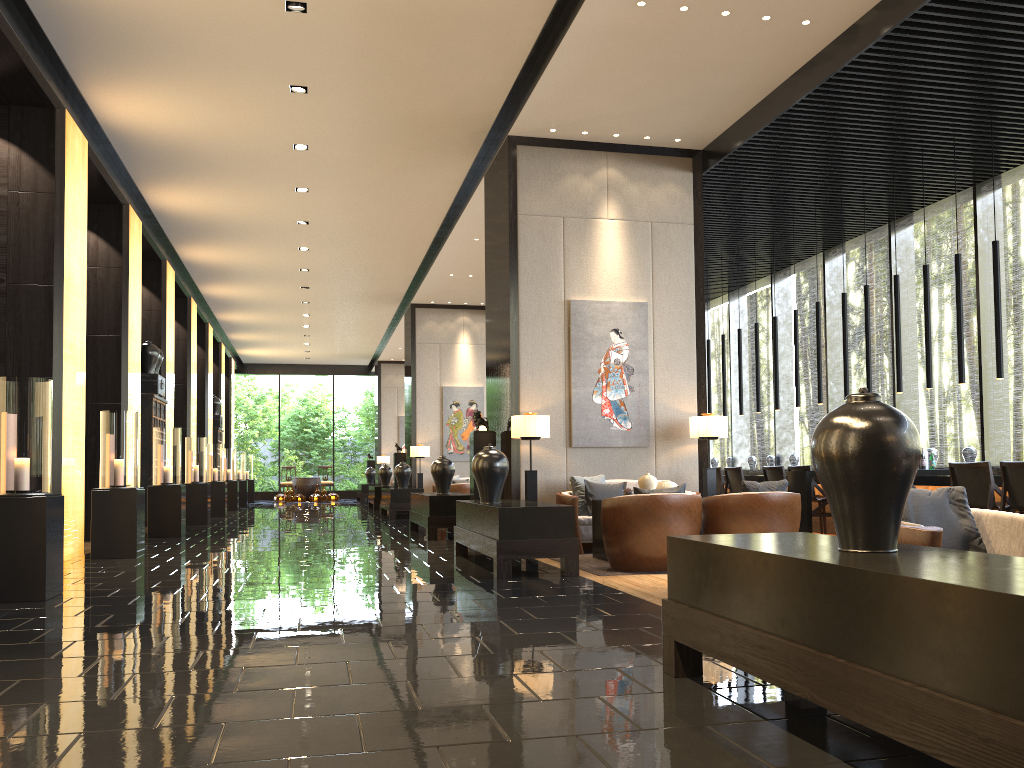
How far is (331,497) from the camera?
26.6 meters

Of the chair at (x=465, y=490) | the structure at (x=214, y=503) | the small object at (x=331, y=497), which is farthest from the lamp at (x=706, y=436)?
the small object at (x=331, y=497)

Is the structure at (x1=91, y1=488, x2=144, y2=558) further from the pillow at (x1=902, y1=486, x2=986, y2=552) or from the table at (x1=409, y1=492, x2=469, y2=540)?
the pillow at (x1=902, y1=486, x2=986, y2=552)

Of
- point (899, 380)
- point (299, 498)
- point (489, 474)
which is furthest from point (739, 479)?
point (299, 498)

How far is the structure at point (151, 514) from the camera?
11.1 meters

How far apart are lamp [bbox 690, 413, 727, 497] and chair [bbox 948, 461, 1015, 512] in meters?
2.1

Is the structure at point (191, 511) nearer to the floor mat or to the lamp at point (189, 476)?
the lamp at point (189, 476)

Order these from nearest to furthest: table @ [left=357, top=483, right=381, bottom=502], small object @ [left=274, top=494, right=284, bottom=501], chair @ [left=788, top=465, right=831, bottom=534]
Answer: chair @ [left=788, top=465, right=831, bottom=534]
table @ [left=357, top=483, right=381, bottom=502]
small object @ [left=274, top=494, right=284, bottom=501]

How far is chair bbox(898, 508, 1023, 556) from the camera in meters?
3.2 m

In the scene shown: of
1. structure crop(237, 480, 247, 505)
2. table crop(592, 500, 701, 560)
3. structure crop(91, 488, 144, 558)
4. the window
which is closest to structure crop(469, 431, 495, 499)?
table crop(592, 500, 701, 560)
